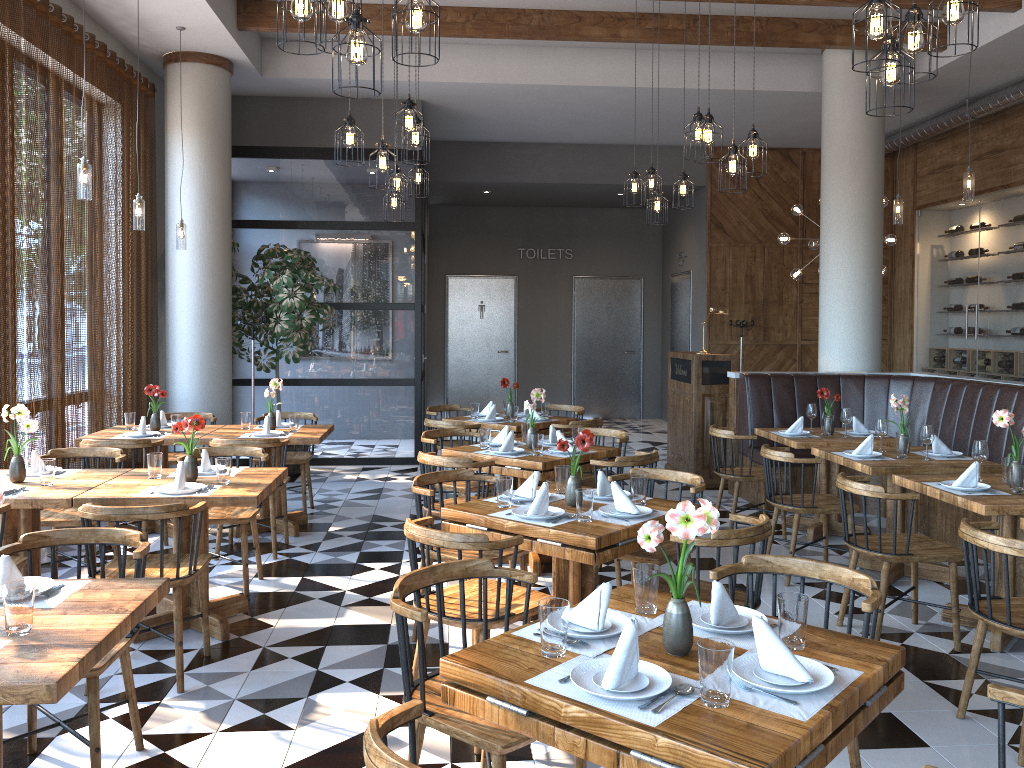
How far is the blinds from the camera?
5.7m

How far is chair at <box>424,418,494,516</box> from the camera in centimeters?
702cm

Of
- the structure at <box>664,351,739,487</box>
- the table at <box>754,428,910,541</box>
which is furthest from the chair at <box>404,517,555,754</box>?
the structure at <box>664,351,739,487</box>

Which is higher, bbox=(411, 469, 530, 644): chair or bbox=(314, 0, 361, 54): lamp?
bbox=(314, 0, 361, 54): lamp

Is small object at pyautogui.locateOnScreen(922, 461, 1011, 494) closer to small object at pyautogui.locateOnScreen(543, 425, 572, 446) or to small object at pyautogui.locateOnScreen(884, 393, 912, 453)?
small object at pyautogui.locateOnScreen(884, 393, 912, 453)

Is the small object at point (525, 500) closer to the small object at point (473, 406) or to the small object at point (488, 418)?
the small object at point (488, 418)

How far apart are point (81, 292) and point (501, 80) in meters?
4.6 m

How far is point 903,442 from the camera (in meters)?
5.52

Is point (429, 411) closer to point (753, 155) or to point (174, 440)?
point (174, 440)

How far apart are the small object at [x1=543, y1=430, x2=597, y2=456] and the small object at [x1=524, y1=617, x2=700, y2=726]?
3.4 meters
